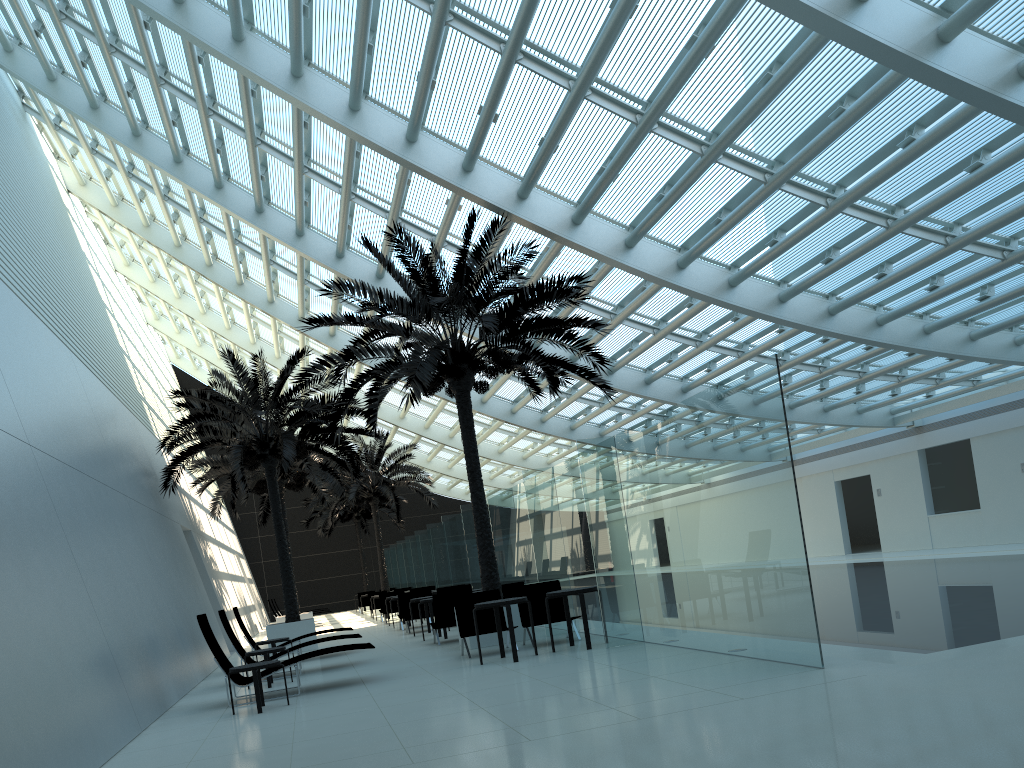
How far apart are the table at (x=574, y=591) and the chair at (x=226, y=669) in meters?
2.6 m

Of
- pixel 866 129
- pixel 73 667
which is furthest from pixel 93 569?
pixel 866 129

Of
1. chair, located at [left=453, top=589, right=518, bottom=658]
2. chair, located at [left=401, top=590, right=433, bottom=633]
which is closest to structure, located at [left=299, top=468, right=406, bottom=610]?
chair, located at [left=401, top=590, right=433, bottom=633]

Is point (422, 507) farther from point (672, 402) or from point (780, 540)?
point (780, 540)

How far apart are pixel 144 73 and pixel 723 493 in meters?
14.2

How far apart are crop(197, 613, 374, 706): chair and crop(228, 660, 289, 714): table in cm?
43

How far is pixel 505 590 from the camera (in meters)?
14.91

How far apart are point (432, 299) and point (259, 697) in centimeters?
600cm

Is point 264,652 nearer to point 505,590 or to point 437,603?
point 437,603

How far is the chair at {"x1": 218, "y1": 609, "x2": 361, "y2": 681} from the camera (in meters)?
12.77
